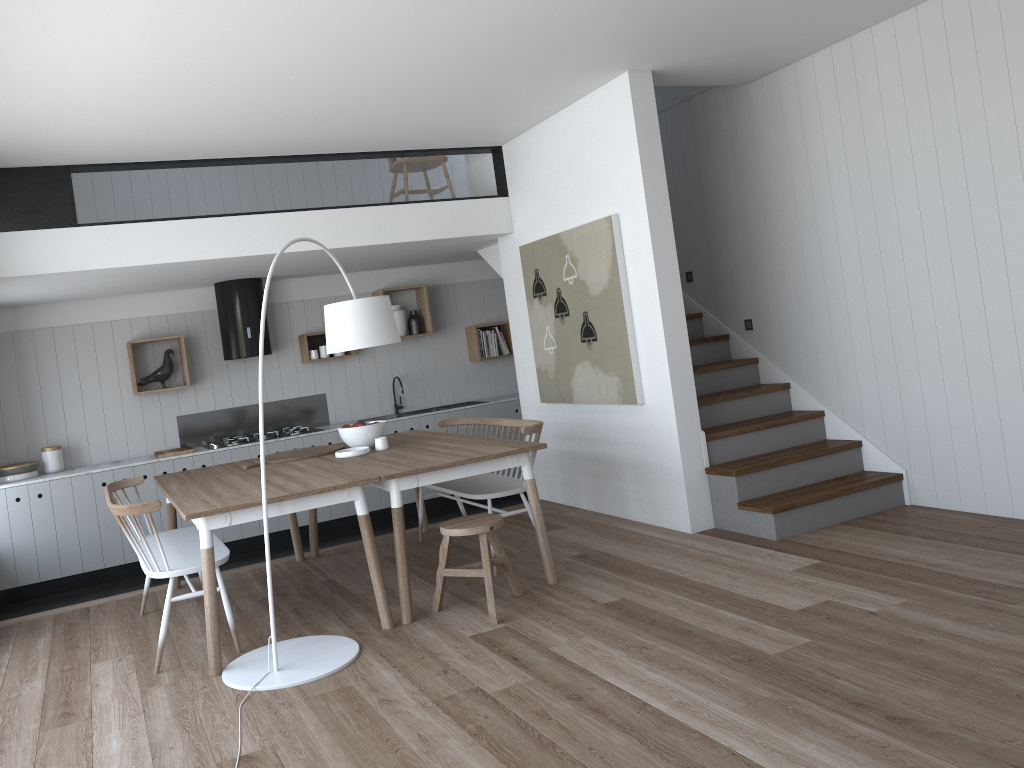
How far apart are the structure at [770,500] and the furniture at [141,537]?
2.9m

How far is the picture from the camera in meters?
5.7

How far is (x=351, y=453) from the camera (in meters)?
5.31

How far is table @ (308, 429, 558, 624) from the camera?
4.4m

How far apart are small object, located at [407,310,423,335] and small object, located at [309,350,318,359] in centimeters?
96cm

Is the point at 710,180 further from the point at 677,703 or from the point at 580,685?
the point at 677,703

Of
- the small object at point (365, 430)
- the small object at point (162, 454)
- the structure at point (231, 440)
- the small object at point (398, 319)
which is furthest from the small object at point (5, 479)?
the small object at point (398, 319)

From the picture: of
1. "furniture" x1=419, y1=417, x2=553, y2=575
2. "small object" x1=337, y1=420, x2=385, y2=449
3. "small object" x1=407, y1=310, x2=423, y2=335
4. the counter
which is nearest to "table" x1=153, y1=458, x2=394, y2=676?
"small object" x1=337, y1=420, x2=385, y2=449

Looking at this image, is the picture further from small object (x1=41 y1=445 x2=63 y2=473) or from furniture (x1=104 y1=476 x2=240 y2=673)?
small object (x1=41 y1=445 x2=63 y2=473)

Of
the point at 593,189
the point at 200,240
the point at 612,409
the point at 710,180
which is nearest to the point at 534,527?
the point at 612,409
